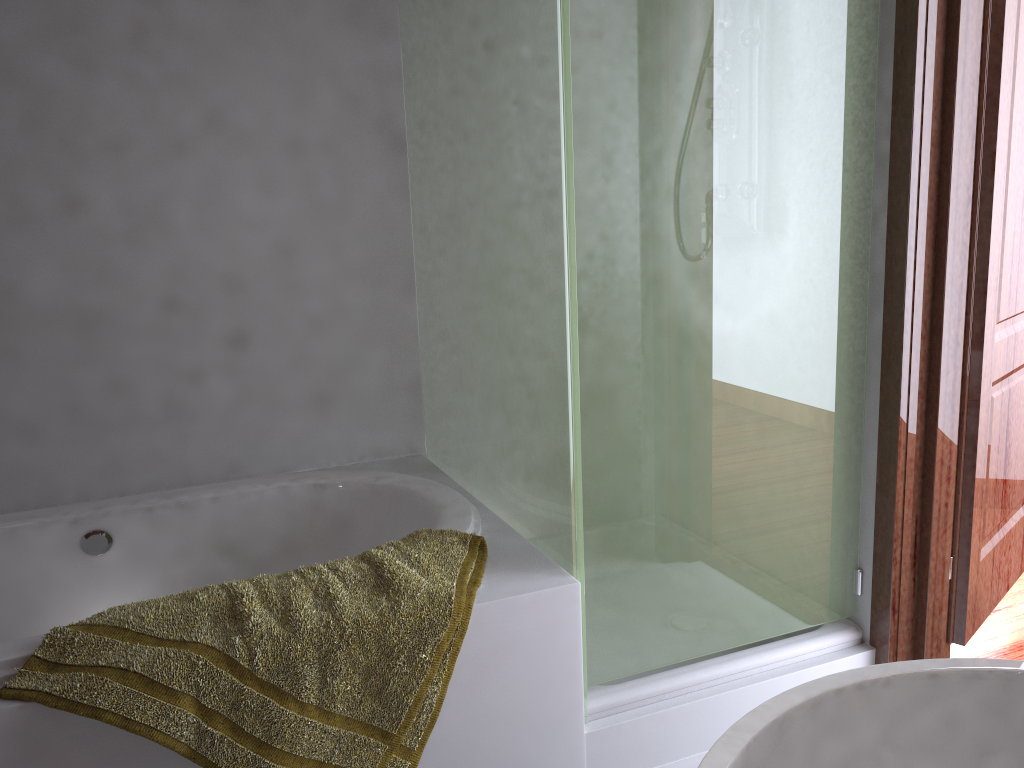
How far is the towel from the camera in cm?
140

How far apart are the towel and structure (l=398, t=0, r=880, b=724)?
0.14m

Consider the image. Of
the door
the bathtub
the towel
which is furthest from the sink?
the door

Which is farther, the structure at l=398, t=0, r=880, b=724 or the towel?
the structure at l=398, t=0, r=880, b=724

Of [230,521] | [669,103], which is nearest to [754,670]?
[669,103]

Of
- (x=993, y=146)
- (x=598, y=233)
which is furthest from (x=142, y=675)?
(x=993, y=146)

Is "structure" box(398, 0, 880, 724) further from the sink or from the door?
the sink

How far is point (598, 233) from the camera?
1.7 meters

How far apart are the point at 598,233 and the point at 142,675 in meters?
1.1 m

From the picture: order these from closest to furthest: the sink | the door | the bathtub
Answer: the sink < the door < the bathtub
